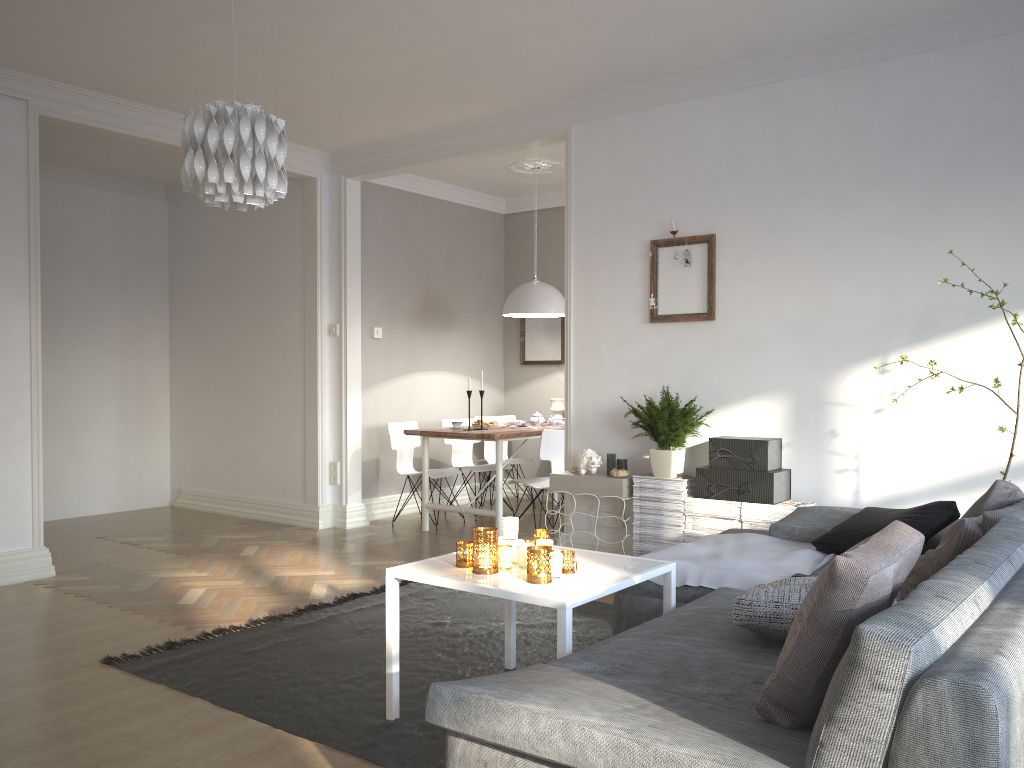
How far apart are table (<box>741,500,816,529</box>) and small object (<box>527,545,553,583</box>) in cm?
200

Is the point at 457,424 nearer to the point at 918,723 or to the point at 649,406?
the point at 649,406

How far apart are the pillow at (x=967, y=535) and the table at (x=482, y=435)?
3.5m

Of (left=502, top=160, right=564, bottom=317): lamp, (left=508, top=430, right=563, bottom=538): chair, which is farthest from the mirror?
(left=508, top=430, right=563, bottom=538): chair

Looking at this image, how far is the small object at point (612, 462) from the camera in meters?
5.0 m

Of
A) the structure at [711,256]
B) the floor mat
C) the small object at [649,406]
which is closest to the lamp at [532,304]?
the structure at [711,256]

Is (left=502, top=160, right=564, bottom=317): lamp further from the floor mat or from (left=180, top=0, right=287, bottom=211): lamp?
(left=180, top=0, right=287, bottom=211): lamp

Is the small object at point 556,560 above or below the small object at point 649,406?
below

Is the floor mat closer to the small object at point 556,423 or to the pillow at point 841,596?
the pillow at point 841,596

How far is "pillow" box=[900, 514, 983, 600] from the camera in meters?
2.6
